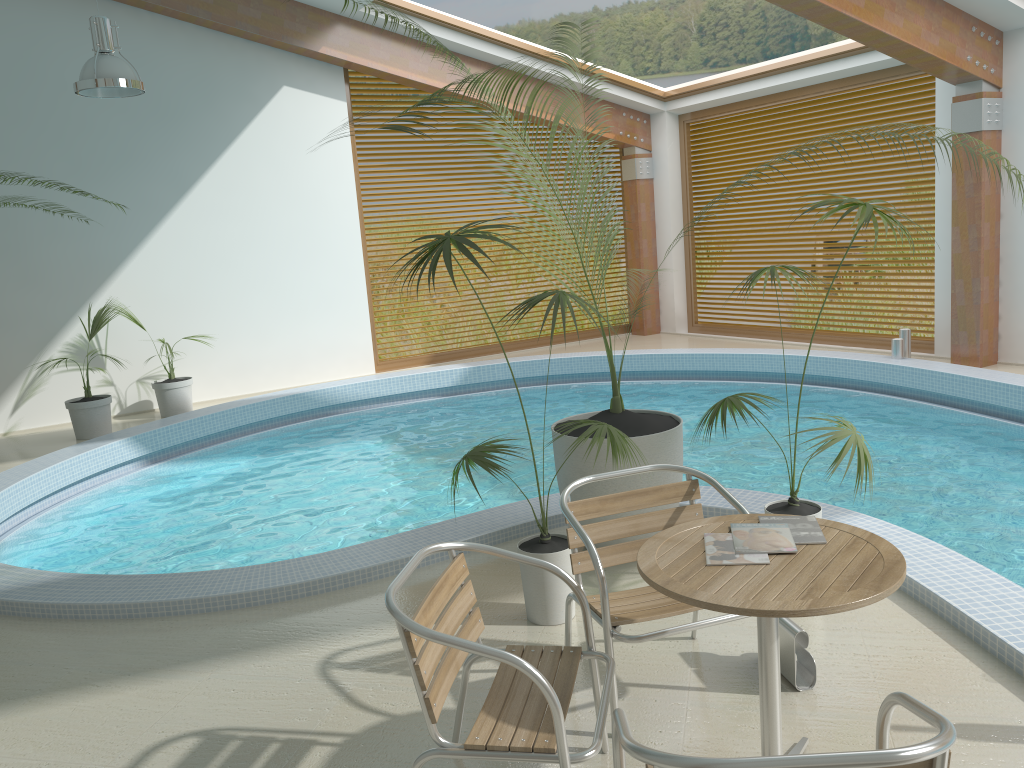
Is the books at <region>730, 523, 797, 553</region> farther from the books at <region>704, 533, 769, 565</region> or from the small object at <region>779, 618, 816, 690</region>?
the small object at <region>779, 618, 816, 690</region>

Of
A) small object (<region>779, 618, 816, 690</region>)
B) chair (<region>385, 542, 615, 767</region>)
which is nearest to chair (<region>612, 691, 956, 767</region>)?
chair (<region>385, 542, 615, 767</region>)

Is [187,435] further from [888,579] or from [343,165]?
[888,579]

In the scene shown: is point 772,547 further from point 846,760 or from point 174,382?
point 174,382

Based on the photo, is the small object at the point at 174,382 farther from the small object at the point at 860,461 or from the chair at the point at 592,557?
the chair at the point at 592,557

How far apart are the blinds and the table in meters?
8.3

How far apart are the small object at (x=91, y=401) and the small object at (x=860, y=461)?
6.5 meters

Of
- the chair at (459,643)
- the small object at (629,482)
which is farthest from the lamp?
the chair at (459,643)

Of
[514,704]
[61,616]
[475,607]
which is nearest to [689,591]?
[514,704]

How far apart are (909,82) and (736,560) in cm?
873
